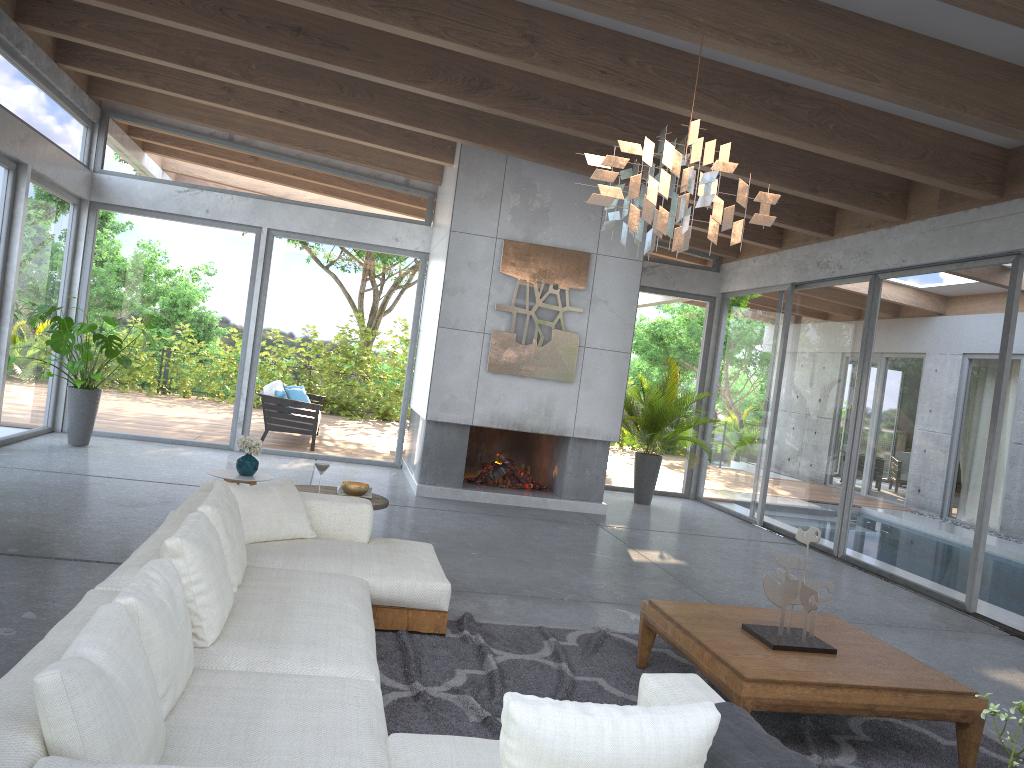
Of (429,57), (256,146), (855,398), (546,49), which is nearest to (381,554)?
(546,49)

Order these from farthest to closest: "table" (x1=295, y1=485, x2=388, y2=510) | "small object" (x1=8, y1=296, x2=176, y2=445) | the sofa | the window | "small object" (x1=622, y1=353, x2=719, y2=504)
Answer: "small object" (x1=622, y1=353, x2=719, y2=504) → "small object" (x1=8, y1=296, x2=176, y2=445) → the window → "table" (x1=295, y1=485, x2=388, y2=510) → the sofa

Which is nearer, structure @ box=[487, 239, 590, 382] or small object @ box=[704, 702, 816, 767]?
small object @ box=[704, 702, 816, 767]

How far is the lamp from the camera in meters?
3.5 m

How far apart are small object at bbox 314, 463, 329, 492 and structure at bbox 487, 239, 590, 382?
3.73m

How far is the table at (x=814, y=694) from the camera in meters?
3.3 m

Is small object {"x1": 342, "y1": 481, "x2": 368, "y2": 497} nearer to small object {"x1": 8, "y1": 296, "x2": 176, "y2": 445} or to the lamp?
the lamp

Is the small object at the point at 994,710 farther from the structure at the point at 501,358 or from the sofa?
the structure at the point at 501,358

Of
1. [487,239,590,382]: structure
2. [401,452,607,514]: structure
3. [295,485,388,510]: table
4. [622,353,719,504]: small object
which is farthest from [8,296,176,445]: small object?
[622,353,719,504]: small object

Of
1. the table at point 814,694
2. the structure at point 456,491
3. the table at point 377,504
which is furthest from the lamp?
the structure at point 456,491
